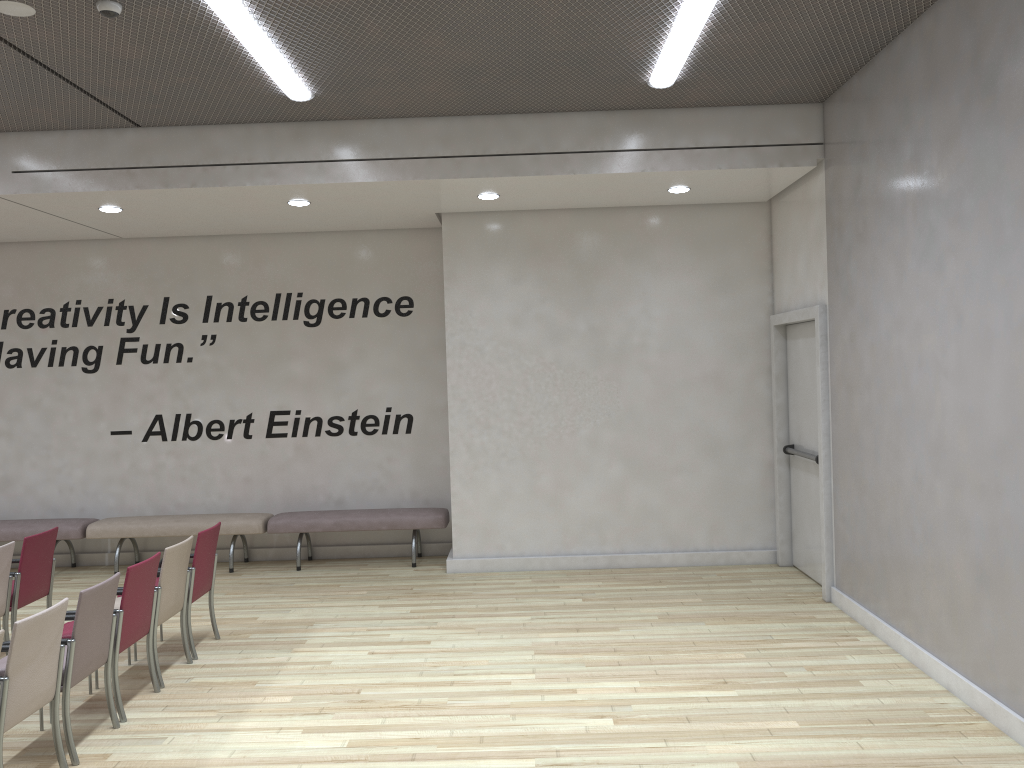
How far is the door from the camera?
7.15m

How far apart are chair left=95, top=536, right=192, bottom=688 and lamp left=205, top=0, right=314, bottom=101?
3.2 meters

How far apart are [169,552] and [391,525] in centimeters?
343cm

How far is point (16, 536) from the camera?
9.0m

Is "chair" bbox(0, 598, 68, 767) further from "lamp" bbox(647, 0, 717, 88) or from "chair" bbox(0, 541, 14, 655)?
"lamp" bbox(647, 0, 717, 88)

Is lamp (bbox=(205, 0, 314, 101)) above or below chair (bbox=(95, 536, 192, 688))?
above

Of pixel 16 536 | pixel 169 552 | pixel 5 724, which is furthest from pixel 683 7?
pixel 16 536

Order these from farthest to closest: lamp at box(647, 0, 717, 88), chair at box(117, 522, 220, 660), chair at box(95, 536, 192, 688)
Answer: chair at box(117, 522, 220, 660) → chair at box(95, 536, 192, 688) → lamp at box(647, 0, 717, 88)

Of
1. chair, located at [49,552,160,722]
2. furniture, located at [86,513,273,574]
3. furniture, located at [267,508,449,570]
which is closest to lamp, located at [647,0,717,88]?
chair, located at [49,552,160,722]

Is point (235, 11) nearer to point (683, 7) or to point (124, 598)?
point (683, 7)
